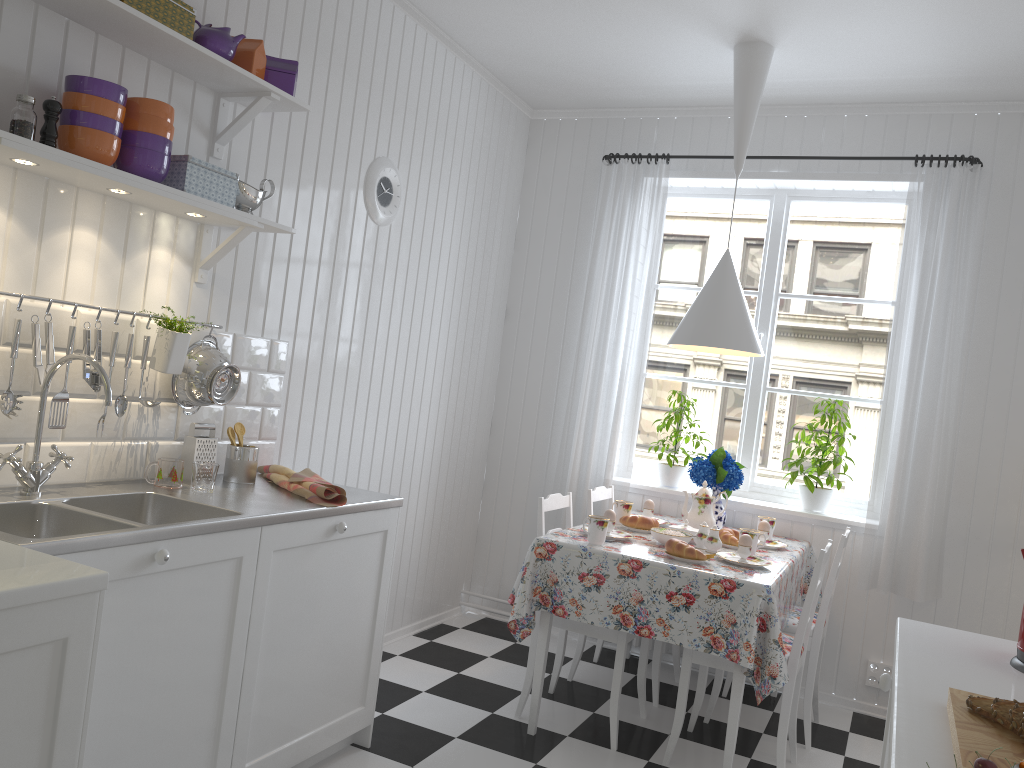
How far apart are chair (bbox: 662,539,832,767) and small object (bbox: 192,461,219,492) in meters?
1.7

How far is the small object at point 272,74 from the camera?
2.7m

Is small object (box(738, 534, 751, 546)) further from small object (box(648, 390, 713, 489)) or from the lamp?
small object (box(648, 390, 713, 489))

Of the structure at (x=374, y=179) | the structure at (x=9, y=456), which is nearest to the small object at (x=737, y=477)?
the structure at (x=374, y=179)

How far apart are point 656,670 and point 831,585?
0.8 meters

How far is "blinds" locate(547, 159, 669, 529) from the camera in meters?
4.3 m

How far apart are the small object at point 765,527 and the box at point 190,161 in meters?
2.4

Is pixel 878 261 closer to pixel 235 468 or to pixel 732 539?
pixel 732 539

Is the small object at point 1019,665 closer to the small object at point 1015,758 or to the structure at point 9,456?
the small object at point 1015,758

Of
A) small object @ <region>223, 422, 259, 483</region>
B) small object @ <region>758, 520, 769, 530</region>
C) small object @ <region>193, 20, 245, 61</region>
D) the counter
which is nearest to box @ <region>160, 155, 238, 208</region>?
small object @ <region>193, 20, 245, 61</region>
